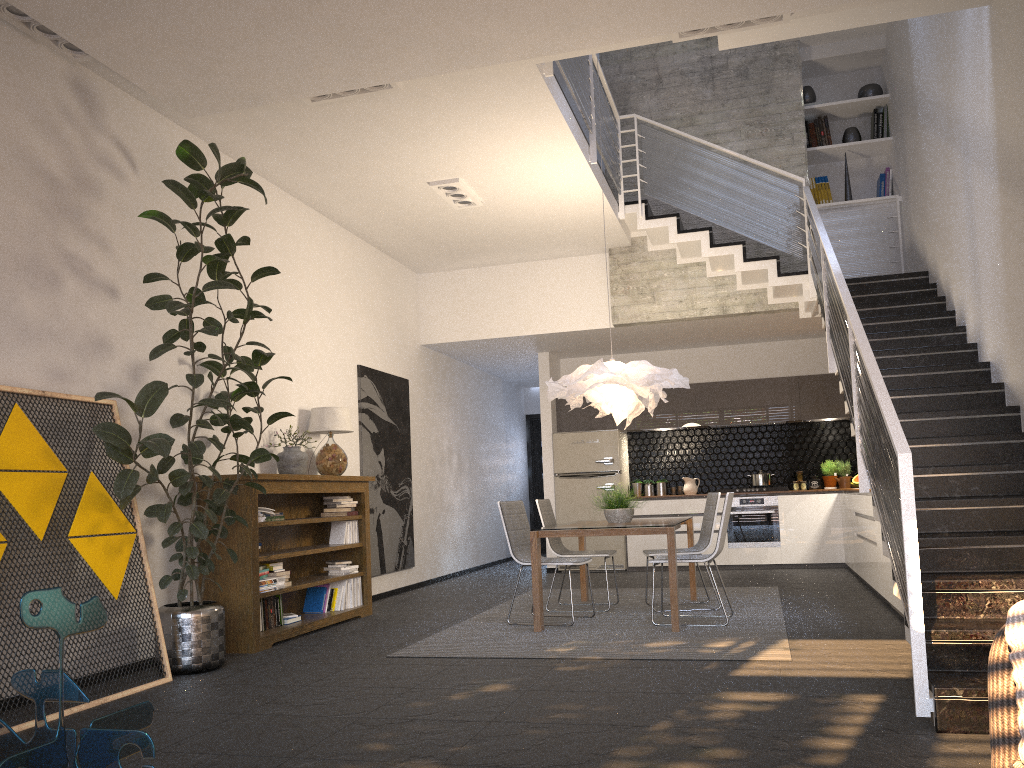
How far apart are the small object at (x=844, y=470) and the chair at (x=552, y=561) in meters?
5.1 m

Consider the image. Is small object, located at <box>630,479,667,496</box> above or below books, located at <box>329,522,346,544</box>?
above

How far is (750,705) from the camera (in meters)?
3.80

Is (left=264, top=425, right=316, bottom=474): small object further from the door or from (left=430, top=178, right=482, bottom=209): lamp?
the door

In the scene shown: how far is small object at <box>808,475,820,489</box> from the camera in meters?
10.5 m

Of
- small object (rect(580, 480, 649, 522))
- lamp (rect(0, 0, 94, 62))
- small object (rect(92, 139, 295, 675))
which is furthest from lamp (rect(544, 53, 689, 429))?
lamp (rect(0, 0, 94, 62))

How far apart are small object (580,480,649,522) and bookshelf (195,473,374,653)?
2.0m

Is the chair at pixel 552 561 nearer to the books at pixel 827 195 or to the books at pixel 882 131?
the books at pixel 827 195

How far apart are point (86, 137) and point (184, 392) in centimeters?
169cm

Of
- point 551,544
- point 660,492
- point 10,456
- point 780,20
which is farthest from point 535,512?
point 10,456
